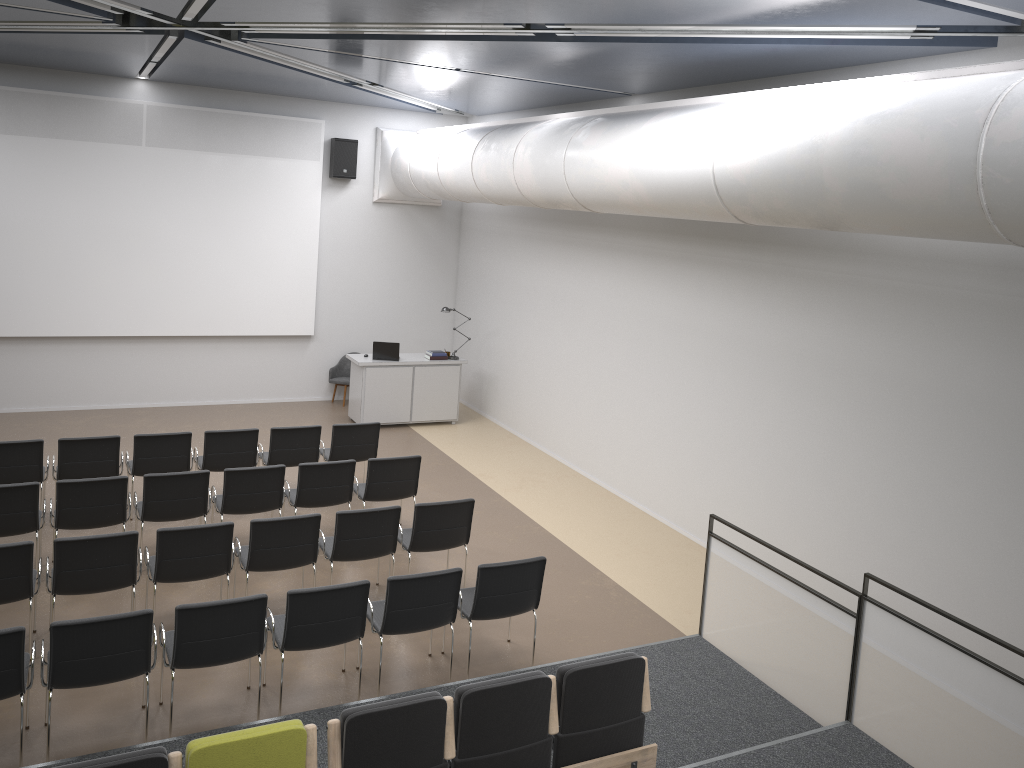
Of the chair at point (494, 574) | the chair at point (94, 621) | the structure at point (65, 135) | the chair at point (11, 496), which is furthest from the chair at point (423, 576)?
the structure at point (65, 135)

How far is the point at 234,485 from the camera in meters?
8.1 m

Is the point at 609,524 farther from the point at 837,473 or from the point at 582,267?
the point at 582,267

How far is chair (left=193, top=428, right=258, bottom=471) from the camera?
9.3 meters

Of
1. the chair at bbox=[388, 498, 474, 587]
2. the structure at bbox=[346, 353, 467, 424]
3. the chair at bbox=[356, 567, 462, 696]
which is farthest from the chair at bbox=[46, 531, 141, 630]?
the structure at bbox=[346, 353, 467, 424]

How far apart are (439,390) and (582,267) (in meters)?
3.25

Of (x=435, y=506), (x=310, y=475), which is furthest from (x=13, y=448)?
(x=435, y=506)

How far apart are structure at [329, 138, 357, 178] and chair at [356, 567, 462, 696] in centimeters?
868cm

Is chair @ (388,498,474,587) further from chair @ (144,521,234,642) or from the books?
the books

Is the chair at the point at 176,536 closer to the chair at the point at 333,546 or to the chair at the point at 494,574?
the chair at the point at 333,546
